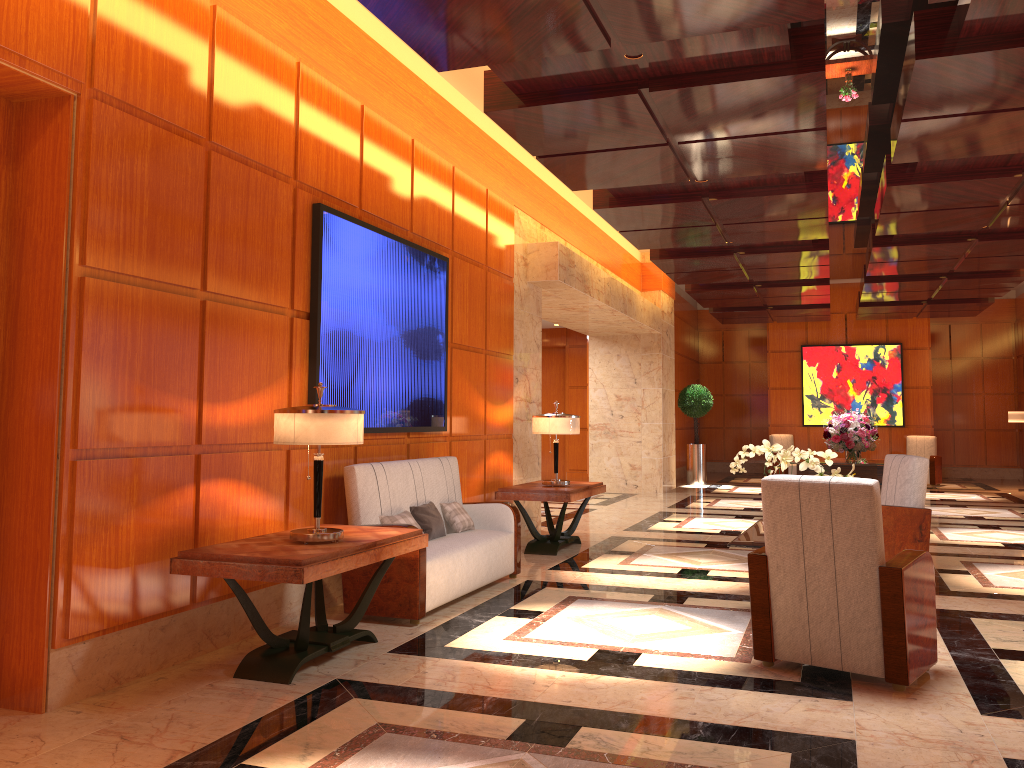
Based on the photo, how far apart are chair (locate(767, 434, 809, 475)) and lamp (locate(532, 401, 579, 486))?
10.89m

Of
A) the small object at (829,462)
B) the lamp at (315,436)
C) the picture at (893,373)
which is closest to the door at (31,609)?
the lamp at (315,436)

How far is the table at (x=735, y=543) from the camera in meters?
5.4 m

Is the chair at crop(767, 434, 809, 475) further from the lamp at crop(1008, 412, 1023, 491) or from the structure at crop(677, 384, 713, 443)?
the lamp at crop(1008, 412, 1023, 491)

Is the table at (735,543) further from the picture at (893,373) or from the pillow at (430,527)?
the picture at (893,373)

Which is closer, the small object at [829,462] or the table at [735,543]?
the table at [735,543]

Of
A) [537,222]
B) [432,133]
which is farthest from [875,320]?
[432,133]

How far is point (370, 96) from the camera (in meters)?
6.33

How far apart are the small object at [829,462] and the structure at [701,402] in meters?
11.2

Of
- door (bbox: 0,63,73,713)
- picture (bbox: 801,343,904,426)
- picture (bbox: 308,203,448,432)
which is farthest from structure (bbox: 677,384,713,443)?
door (bbox: 0,63,73,713)
